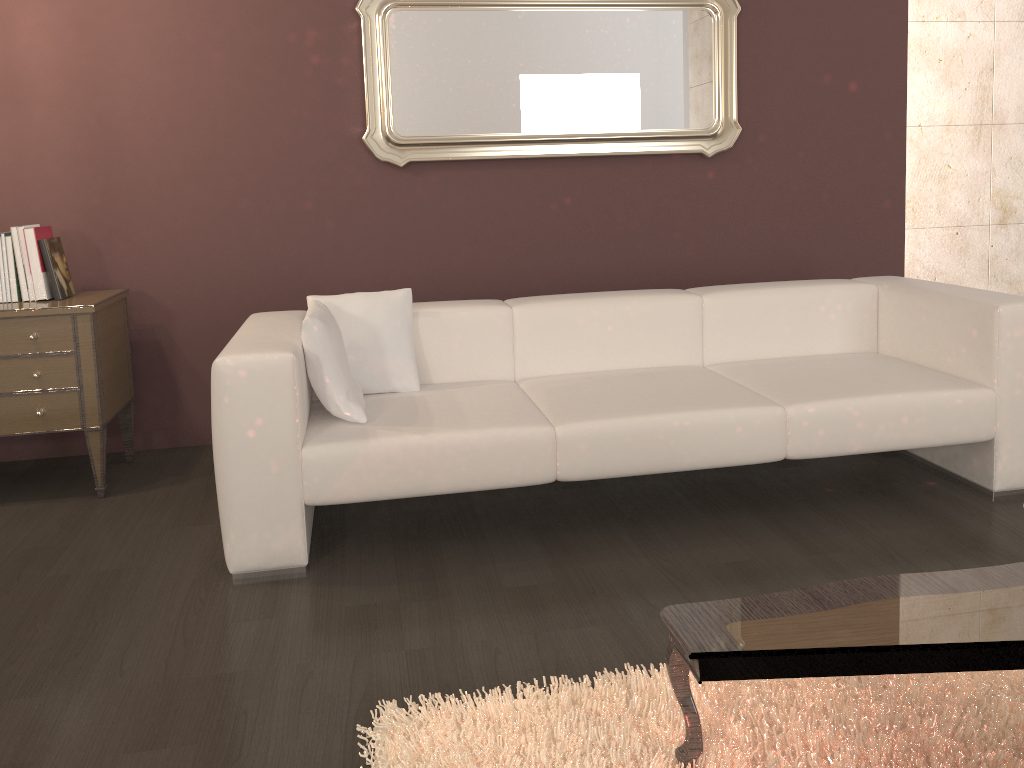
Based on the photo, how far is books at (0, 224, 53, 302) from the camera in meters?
3.3

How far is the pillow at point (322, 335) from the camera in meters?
2.7

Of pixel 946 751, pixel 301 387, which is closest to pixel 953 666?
pixel 946 751

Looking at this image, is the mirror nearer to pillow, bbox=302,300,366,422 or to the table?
pillow, bbox=302,300,366,422

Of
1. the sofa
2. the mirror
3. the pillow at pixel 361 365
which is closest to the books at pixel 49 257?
the sofa

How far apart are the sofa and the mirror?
0.84m

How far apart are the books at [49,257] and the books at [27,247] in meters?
0.0 m

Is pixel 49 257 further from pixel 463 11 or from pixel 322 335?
pixel 463 11

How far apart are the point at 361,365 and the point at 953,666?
2.1m

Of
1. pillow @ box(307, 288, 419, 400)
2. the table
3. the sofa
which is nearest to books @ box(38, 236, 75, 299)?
the sofa
